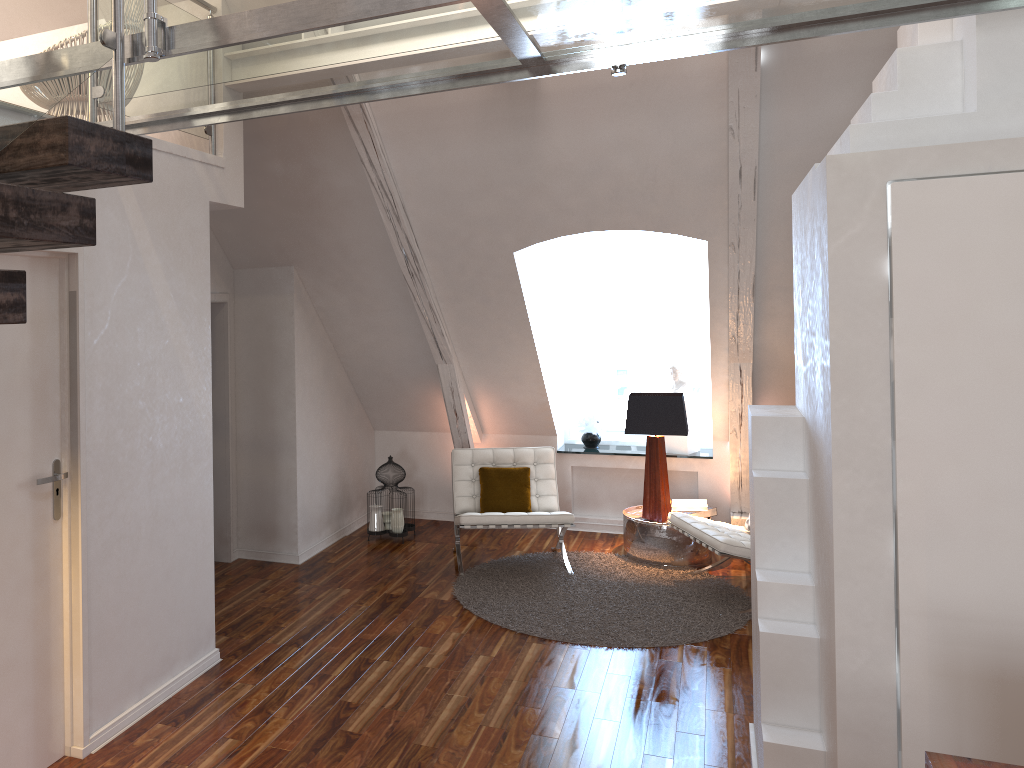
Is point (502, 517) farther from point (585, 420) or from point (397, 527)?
point (585, 420)

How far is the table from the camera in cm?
545

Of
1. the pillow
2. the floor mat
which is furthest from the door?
the pillow

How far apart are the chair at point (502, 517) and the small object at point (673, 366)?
1.12m

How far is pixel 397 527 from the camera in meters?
5.9 m

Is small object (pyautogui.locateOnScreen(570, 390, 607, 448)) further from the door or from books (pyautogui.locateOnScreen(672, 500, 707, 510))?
the door

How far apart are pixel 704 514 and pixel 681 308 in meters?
1.6 m

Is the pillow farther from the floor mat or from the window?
the window

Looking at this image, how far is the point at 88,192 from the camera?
2.9 meters

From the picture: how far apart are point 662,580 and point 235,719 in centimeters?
268cm
